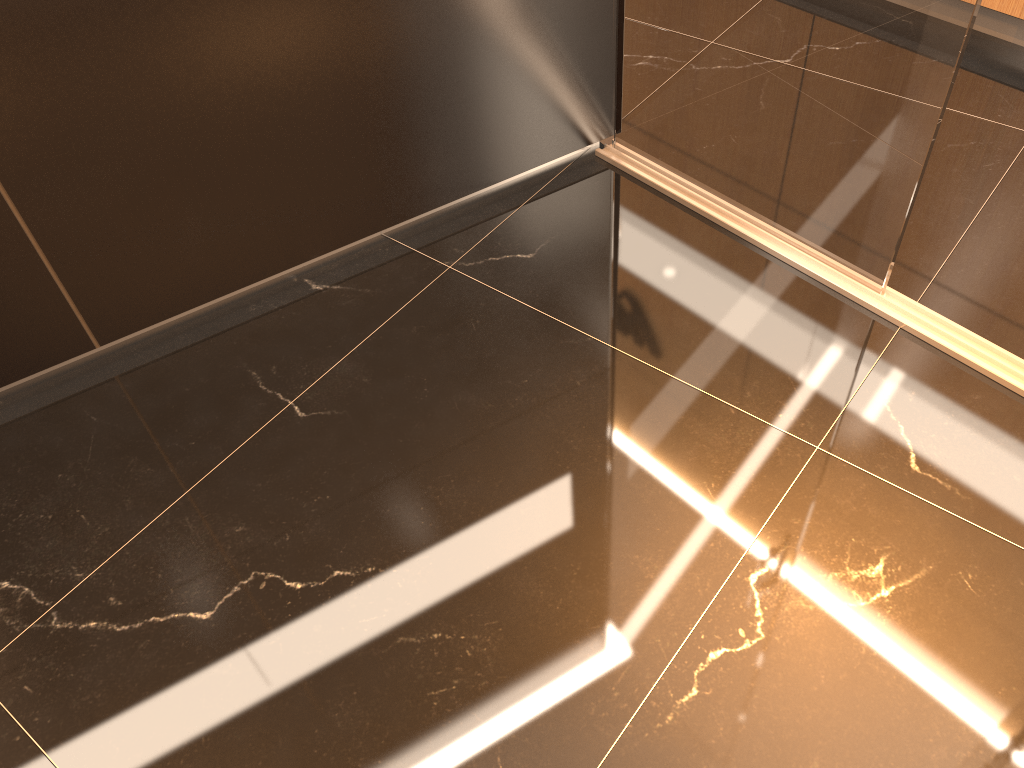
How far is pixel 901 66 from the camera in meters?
1.7

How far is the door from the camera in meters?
1.7 m

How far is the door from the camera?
1.72m
